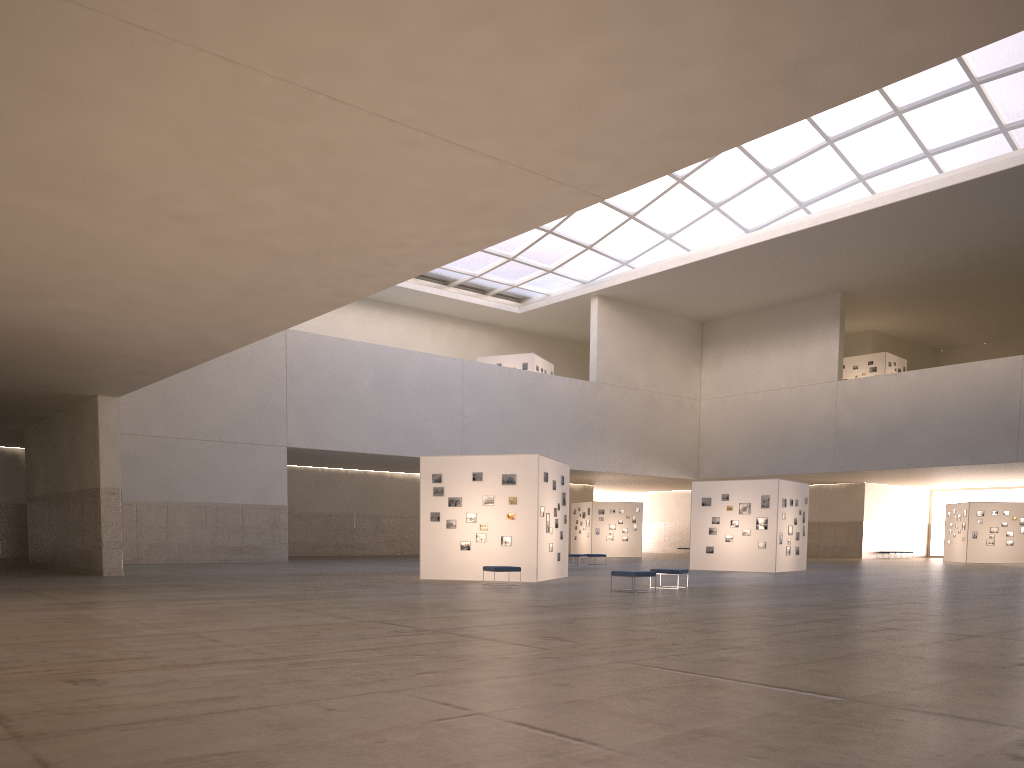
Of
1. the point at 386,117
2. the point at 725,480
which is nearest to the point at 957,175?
the point at 725,480

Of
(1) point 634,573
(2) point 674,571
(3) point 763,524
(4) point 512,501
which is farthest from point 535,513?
(3) point 763,524

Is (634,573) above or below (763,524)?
below

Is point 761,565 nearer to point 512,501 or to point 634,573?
point 512,501

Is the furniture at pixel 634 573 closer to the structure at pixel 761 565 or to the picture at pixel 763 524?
the structure at pixel 761 565

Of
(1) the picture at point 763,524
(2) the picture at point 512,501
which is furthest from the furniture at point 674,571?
(1) the picture at point 763,524

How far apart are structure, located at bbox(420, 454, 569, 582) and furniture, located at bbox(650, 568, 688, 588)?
4.7m

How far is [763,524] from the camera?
42.2 meters

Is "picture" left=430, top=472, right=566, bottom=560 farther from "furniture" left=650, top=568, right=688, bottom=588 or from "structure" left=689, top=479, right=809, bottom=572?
"structure" left=689, top=479, right=809, bottom=572

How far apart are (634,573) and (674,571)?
2.74m
